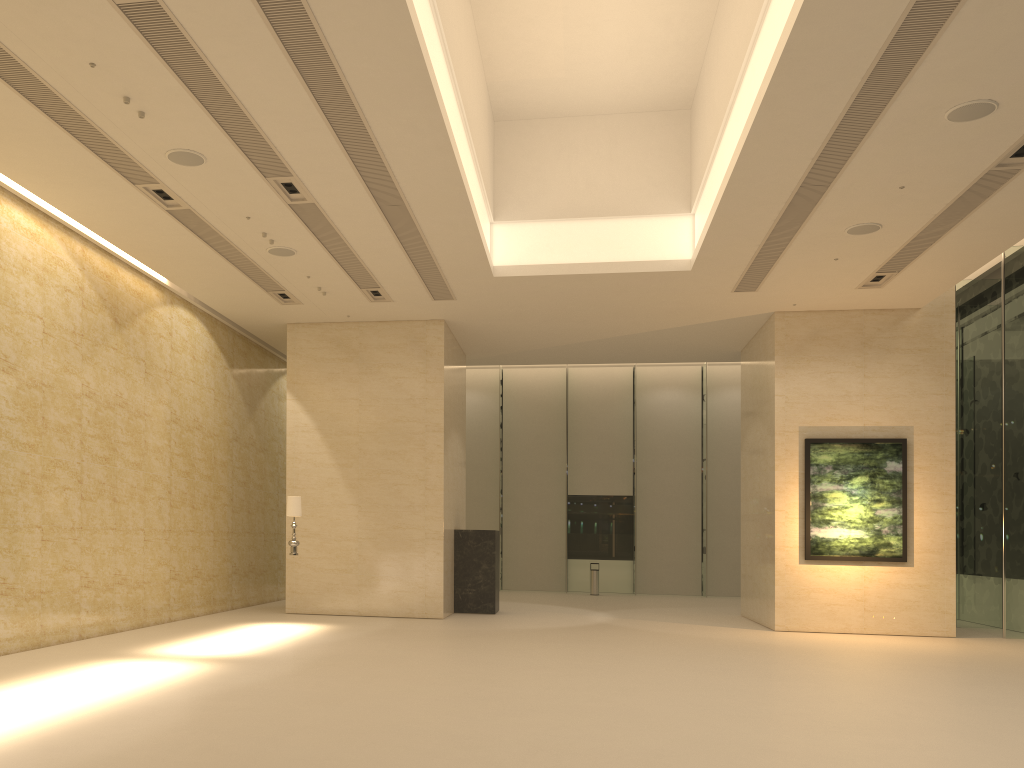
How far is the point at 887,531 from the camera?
16.14m

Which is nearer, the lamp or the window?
the lamp

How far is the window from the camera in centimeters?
1617cm

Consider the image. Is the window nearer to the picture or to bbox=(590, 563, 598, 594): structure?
bbox=(590, 563, 598, 594): structure

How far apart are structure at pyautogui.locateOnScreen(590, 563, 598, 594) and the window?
1.6 meters

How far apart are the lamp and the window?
12.9m

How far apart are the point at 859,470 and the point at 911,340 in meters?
2.7 m

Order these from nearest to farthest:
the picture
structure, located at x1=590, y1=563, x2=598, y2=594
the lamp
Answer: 1. the lamp
2. the picture
3. structure, located at x1=590, y1=563, x2=598, y2=594

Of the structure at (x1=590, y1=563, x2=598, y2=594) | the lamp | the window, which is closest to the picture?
the window

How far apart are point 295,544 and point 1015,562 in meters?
13.1
